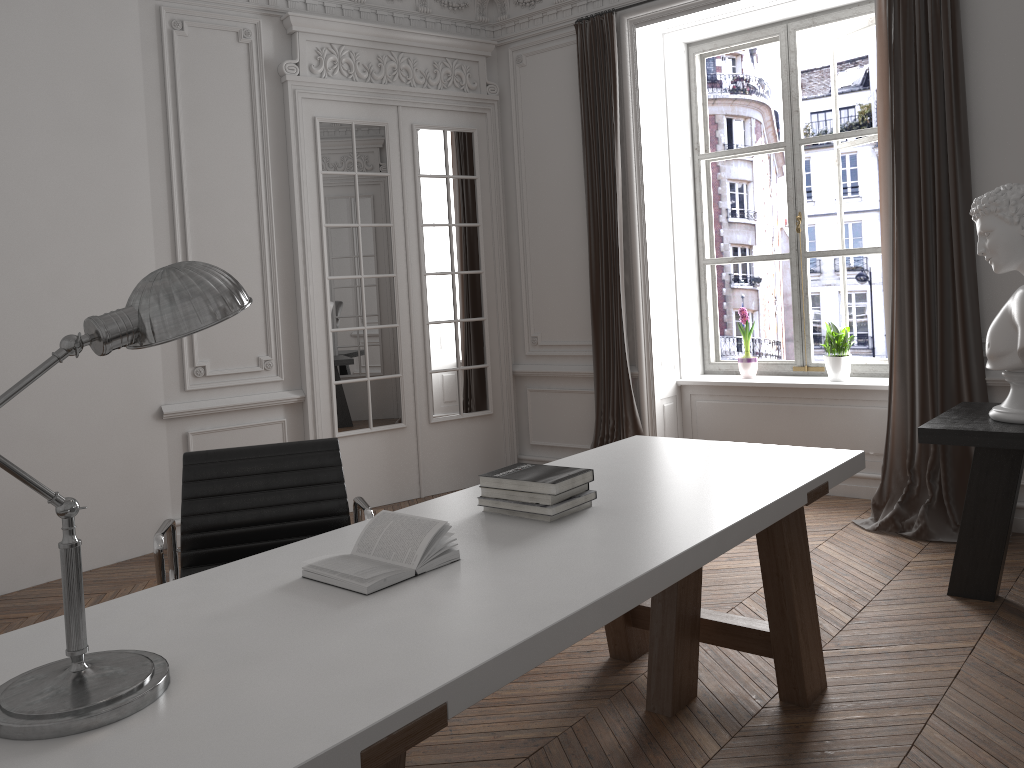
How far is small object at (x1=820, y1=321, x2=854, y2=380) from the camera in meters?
5.4 m

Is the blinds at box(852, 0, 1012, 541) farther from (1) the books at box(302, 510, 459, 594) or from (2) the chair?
(1) the books at box(302, 510, 459, 594)

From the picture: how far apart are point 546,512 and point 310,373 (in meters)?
3.47

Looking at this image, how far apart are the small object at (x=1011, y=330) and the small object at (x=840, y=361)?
1.86m

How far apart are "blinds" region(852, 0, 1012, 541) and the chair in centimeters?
303cm

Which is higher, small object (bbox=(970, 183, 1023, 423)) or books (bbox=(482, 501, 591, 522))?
small object (bbox=(970, 183, 1023, 423))

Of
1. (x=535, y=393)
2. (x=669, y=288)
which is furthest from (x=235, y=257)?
(x=669, y=288)

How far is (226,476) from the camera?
2.7 meters

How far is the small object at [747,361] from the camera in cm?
583

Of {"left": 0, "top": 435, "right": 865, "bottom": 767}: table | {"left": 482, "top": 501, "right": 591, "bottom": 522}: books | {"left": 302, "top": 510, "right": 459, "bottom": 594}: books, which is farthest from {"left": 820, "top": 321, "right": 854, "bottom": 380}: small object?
{"left": 302, "top": 510, "right": 459, "bottom": 594}: books
